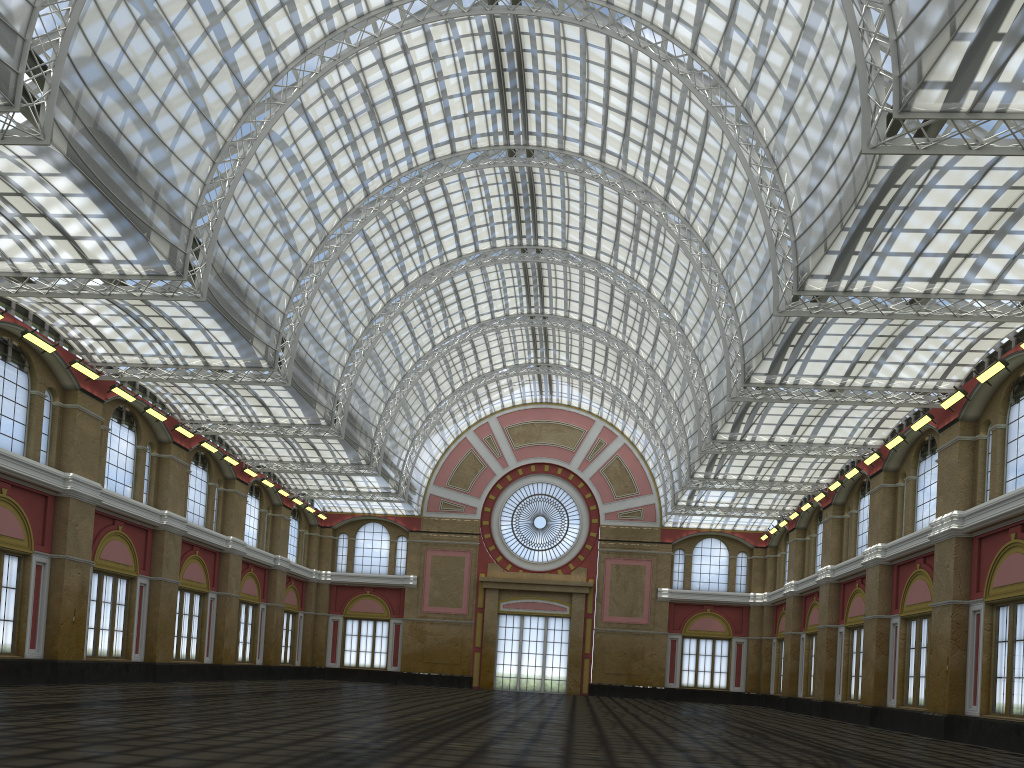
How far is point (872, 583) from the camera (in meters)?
44.20
